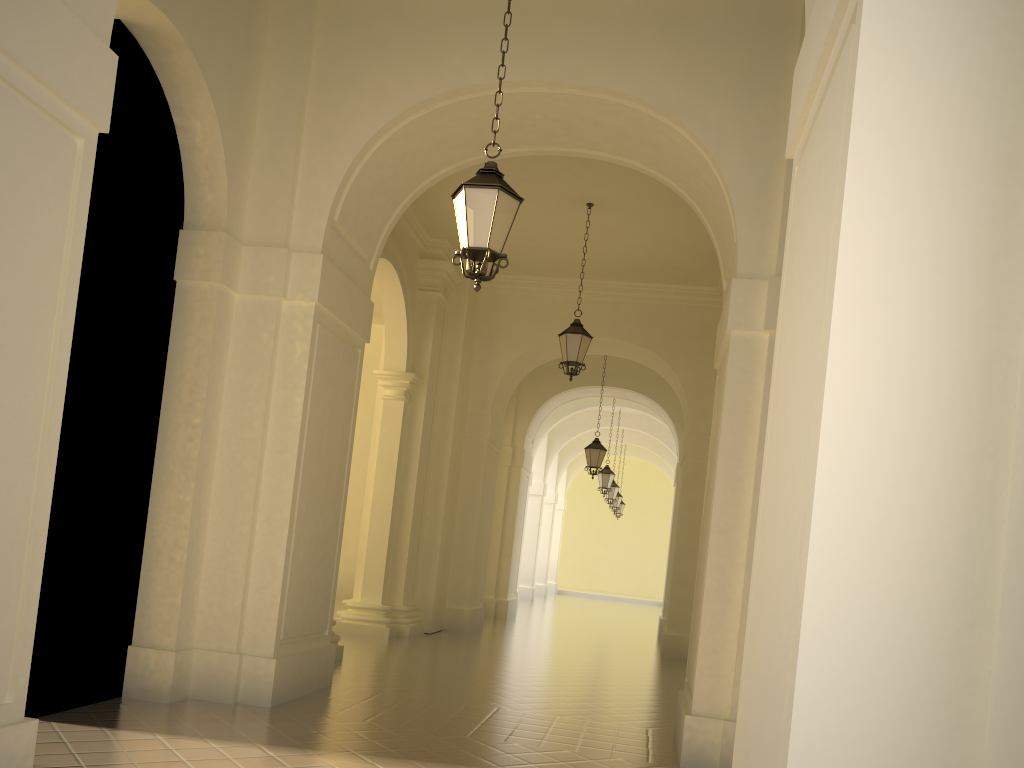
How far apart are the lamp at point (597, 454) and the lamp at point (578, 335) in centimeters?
627cm

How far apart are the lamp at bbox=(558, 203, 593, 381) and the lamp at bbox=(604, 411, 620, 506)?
15.21m

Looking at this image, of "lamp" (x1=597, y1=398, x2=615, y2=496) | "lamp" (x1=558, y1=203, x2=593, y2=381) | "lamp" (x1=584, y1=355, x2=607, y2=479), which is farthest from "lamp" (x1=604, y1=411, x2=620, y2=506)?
"lamp" (x1=558, y1=203, x2=593, y2=381)

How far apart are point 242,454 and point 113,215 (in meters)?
2.22

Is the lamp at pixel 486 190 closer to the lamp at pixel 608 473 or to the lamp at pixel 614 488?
the lamp at pixel 608 473

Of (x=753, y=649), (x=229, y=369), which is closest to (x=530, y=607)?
(x=229, y=369)

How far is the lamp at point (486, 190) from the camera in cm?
601

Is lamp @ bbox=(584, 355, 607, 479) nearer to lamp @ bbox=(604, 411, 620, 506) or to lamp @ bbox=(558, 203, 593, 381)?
lamp @ bbox=(558, 203, 593, 381)

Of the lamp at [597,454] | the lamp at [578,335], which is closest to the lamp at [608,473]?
the lamp at [597,454]

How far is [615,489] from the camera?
27.2 meters
